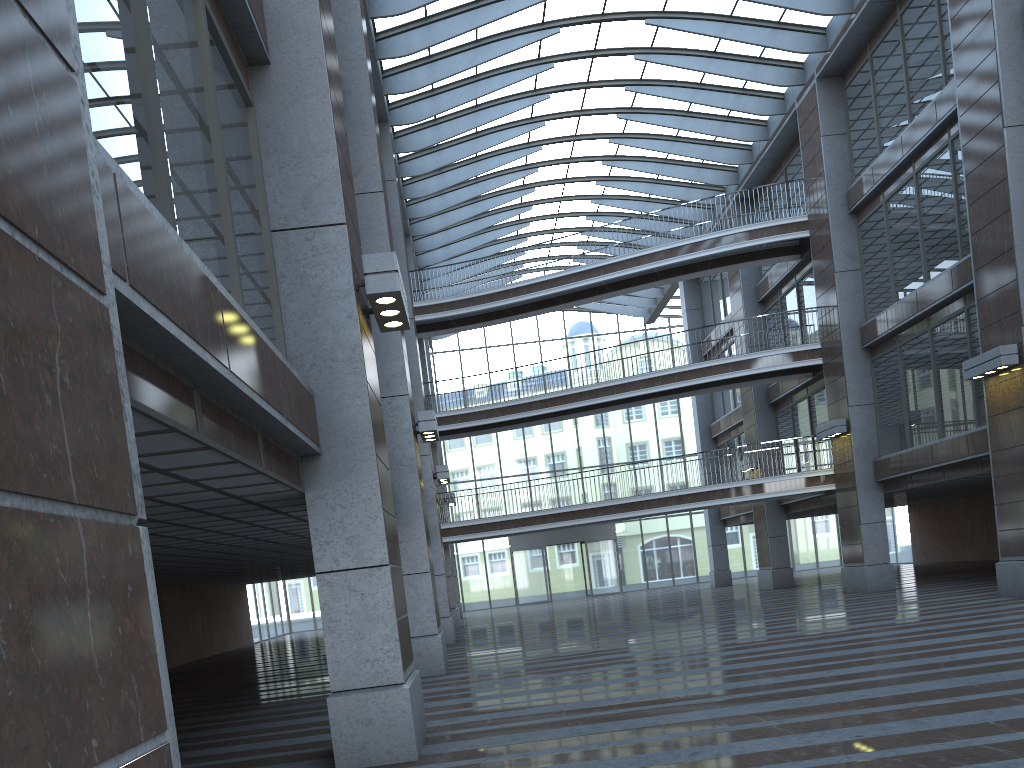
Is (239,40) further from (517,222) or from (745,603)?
(517,222)

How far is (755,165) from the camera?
30.2m
